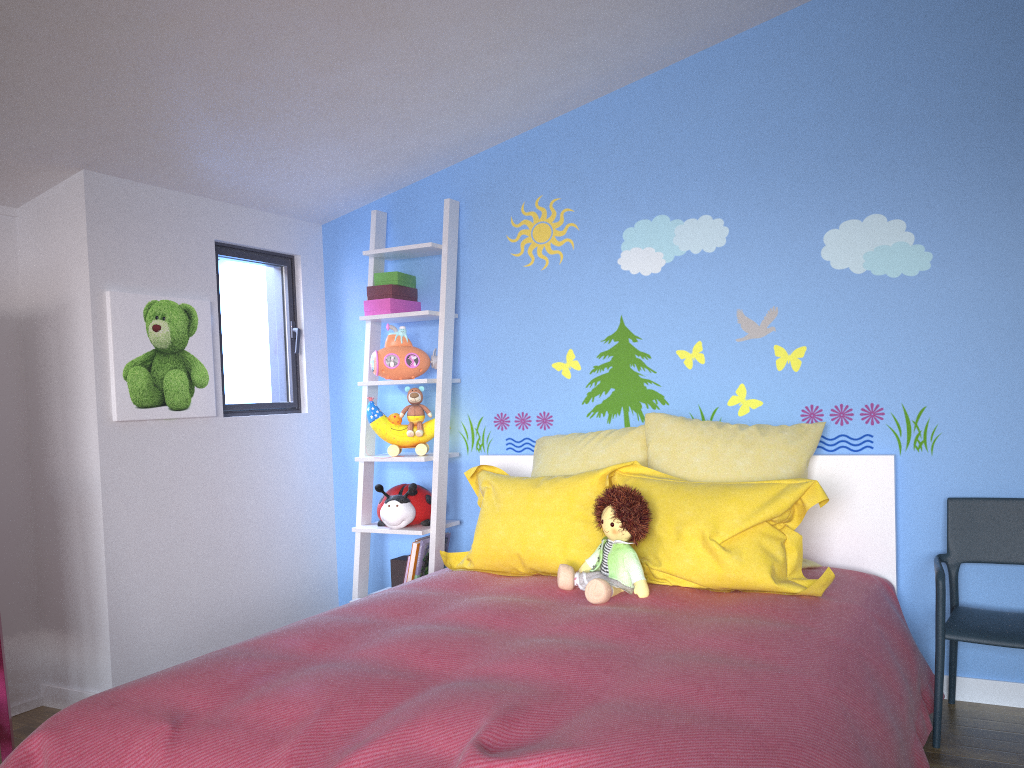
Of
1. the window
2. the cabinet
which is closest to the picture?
the window

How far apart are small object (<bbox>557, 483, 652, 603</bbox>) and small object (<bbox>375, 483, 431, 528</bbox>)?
1.00m

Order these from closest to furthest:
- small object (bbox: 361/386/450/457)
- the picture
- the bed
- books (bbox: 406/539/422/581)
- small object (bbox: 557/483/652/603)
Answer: the bed, small object (bbox: 557/483/652/603), the picture, books (bbox: 406/539/422/581), small object (bbox: 361/386/450/457)

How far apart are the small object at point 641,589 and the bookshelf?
0.9 meters

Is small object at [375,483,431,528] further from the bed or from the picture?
the picture

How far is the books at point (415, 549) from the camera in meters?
3.4 m

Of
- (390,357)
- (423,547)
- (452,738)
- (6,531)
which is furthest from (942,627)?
(6,531)

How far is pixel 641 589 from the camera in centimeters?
244cm

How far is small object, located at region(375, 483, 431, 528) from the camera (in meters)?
3.42

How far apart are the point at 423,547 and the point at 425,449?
0.4 meters
